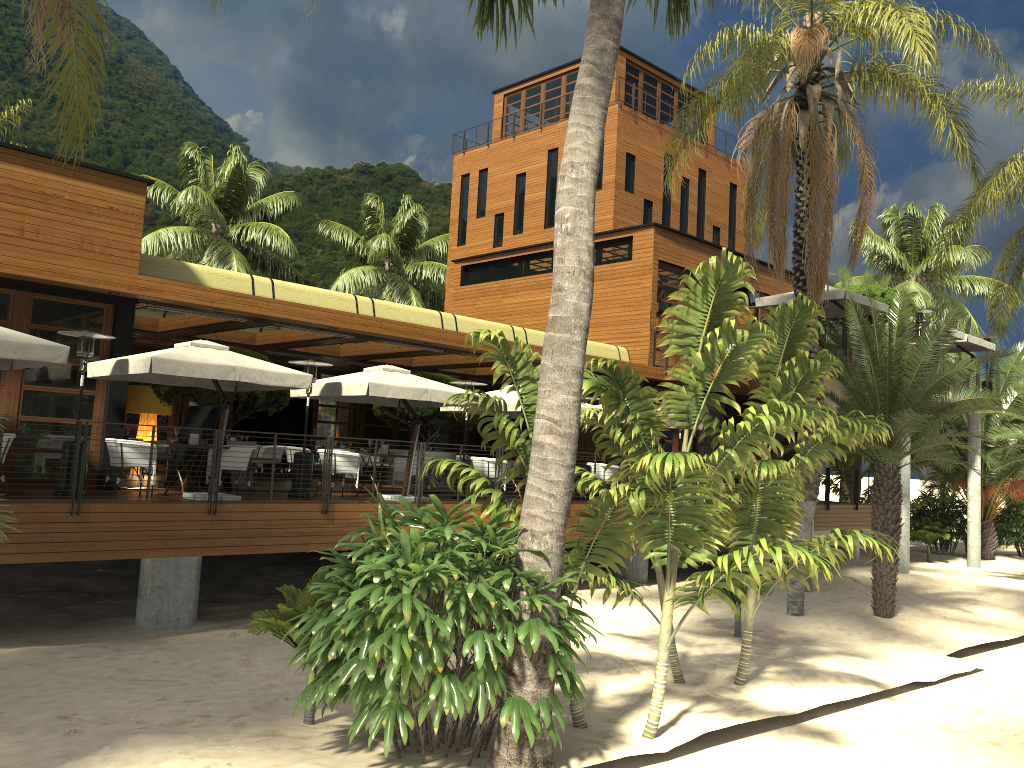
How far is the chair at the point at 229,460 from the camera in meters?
13.3 m

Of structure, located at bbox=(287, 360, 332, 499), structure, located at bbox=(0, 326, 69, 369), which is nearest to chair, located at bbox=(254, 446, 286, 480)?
structure, located at bbox=(287, 360, 332, 499)

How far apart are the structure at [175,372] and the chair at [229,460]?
0.93m

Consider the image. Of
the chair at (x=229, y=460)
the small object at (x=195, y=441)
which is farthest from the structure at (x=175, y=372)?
the chair at (x=229, y=460)

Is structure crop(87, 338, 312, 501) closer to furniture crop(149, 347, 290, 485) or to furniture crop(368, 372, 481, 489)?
furniture crop(149, 347, 290, 485)

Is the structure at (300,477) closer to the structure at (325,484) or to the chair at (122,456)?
the structure at (325,484)

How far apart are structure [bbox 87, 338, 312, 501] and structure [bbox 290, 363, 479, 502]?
1.0 meters

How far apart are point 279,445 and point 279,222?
11.1 meters

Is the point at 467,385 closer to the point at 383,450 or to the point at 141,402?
the point at 383,450

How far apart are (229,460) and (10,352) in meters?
3.7
